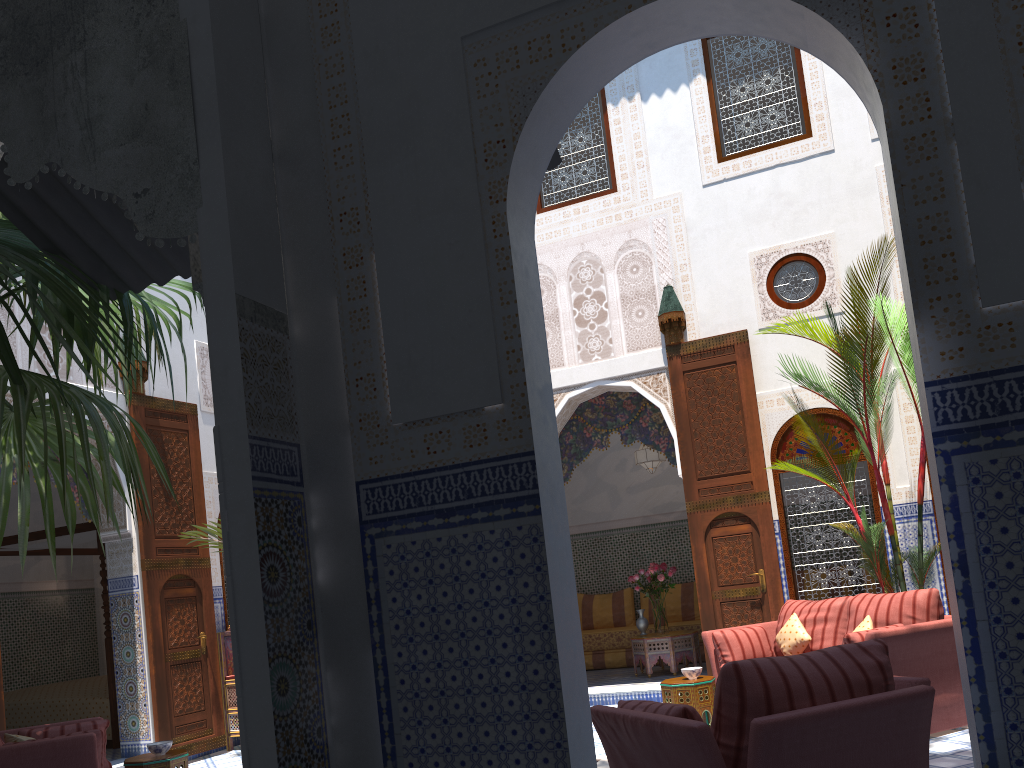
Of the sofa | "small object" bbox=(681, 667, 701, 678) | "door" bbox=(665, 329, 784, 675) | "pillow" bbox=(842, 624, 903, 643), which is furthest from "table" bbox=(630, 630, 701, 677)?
"pillow" bbox=(842, 624, 903, 643)

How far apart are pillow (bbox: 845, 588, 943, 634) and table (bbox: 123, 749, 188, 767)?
3.32m

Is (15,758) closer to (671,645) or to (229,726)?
(229,726)

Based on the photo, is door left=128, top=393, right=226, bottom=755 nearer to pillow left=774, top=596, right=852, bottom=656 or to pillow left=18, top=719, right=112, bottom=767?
pillow left=18, top=719, right=112, bottom=767

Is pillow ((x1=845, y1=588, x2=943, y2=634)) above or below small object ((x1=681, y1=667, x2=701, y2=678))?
above

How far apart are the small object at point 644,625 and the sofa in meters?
2.0 m

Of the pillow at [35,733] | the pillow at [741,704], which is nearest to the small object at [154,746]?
the pillow at [35,733]

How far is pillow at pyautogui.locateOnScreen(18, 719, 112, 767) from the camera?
3.75m

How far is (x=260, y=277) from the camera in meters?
2.0 m

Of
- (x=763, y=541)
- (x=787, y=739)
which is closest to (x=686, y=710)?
(x=787, y=739)
